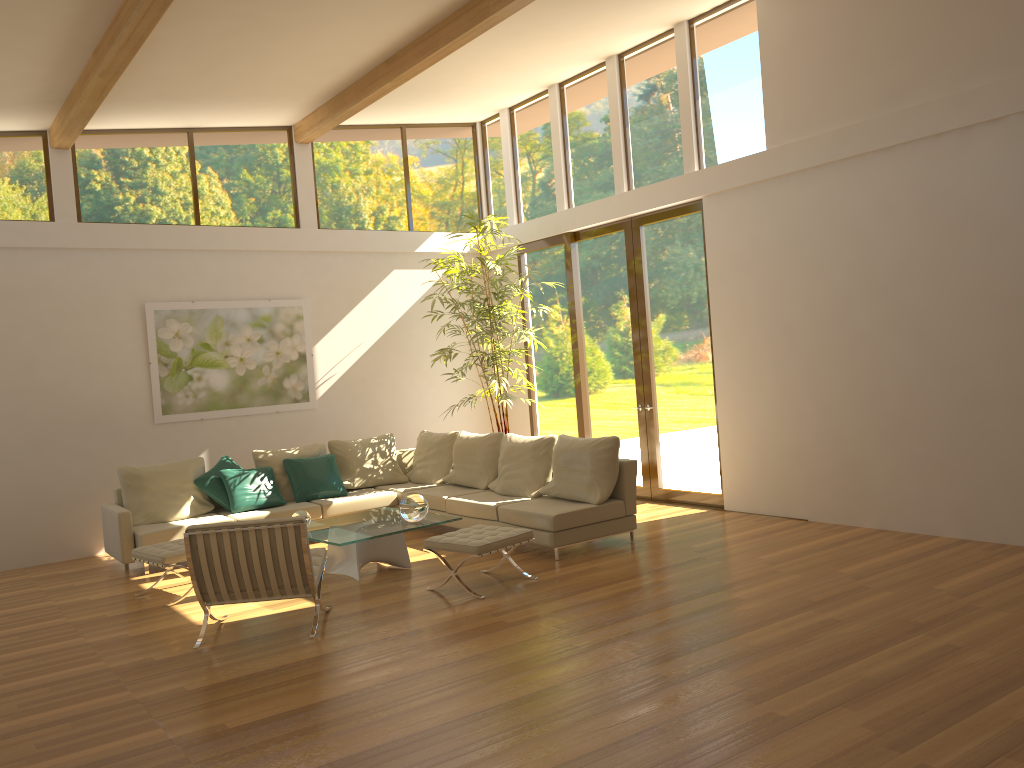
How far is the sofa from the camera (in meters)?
7.29

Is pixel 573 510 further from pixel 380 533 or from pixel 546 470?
pixel 380 533

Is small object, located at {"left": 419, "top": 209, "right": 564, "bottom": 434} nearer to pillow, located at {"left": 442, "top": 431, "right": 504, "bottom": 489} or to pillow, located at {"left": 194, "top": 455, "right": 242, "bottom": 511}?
pillow, located at {"left": 442, "top": 431, "right": 504, "bottom": 489}

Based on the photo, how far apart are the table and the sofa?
0.6m

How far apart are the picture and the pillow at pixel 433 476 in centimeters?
137cm

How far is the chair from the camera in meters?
5.5 m

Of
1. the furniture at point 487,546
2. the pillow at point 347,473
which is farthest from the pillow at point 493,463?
the furniture at point 487,546

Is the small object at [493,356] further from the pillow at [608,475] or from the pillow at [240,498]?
the pillow at [240,498]

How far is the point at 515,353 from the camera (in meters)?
10.44

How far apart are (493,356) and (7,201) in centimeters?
515cm
